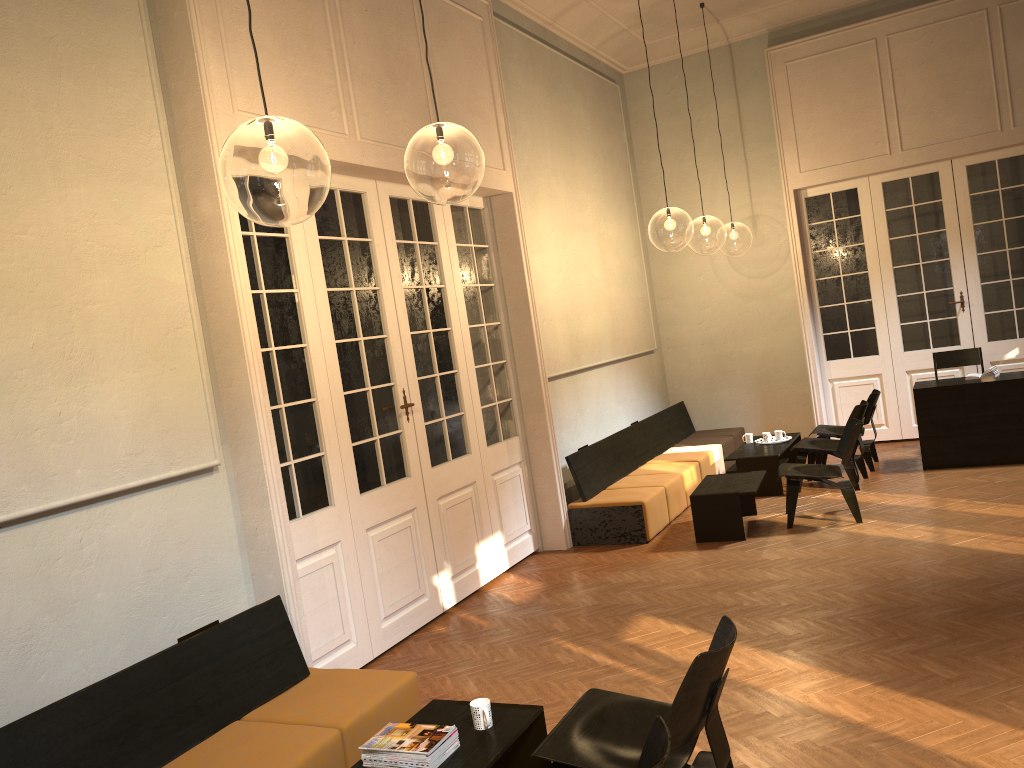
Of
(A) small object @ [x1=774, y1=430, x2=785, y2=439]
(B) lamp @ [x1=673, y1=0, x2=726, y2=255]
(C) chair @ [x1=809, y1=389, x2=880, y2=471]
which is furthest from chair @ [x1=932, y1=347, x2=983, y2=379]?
(B) lamp @ [x1=673, y1=0, x2=726, y2=255]

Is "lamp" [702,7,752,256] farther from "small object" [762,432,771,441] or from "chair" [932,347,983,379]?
"small object" [762,432,771,441]

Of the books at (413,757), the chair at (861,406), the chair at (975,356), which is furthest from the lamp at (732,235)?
the books at (413,757)

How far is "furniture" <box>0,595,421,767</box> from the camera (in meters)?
3.48

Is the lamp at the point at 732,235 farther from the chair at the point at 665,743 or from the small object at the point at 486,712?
the chair at the point at 665,743

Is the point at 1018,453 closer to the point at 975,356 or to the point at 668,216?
the point at 975,356

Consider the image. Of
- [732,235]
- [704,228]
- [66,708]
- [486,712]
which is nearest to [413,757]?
[486,712]

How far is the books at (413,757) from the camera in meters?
3.3 m

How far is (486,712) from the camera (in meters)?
3.53

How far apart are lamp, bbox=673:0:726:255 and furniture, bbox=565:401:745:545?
10.49m
